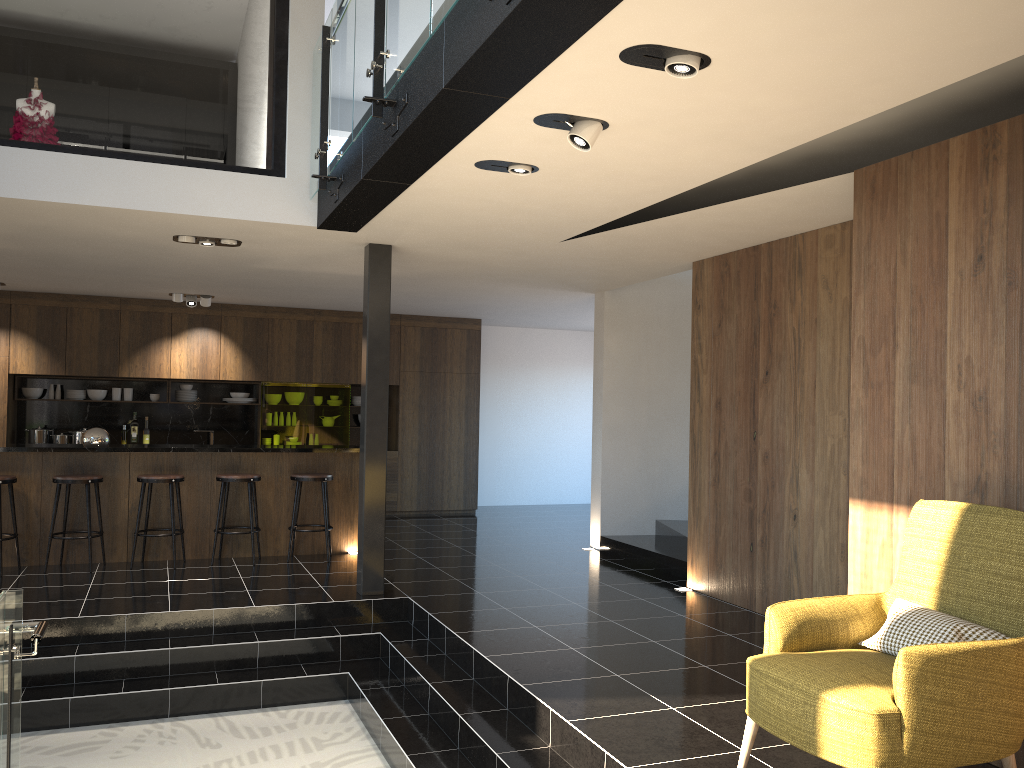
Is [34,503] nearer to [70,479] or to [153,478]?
[70,479]

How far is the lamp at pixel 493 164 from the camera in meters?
4.6 m

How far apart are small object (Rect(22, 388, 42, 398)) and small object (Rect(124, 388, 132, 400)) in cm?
98

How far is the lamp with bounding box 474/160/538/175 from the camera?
4.6m

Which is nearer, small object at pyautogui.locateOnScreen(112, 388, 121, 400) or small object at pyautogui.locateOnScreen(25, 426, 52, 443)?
small object at pyautogui.locateOnScreen(25, 426, 52, 443)

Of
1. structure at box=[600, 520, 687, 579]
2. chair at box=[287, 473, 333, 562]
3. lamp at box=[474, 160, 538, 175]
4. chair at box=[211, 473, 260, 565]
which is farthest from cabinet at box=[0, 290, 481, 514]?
lamp at box=[474, 160, 538, 175]

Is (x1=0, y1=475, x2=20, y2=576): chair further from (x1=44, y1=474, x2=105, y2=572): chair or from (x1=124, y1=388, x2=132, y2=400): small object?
(x1=124, y1=388, x2=132, y2=400): small object

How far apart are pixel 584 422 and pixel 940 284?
9.9 meters

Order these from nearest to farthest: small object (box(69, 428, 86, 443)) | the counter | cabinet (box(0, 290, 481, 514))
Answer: the counter
cabinet (box(0, 290, 481, 514))
small object (box(69, 428, 86, 443))

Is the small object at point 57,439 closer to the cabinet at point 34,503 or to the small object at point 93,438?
the cabinet at point 34,503
